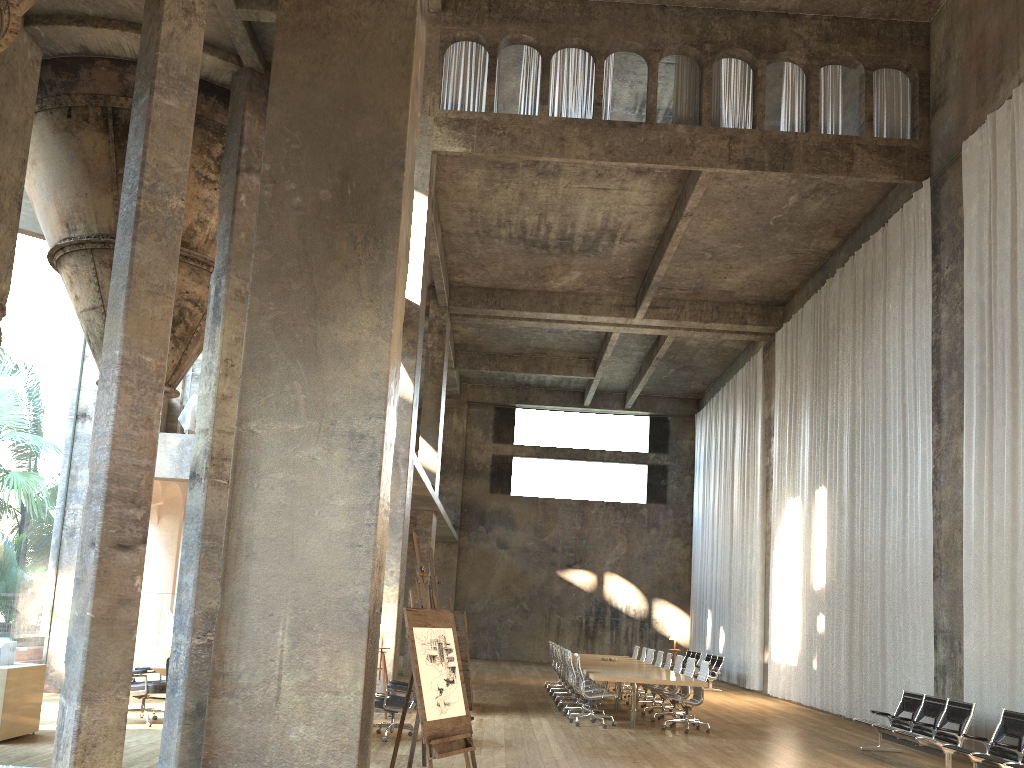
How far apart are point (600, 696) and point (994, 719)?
4.91m

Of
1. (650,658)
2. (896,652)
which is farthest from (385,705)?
(650,658)

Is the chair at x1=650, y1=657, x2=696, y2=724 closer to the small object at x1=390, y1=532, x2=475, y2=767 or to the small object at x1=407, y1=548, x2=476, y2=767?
the small object at x1=407, y1=548, x2=476, y2=767

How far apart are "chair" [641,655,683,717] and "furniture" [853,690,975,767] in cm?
346

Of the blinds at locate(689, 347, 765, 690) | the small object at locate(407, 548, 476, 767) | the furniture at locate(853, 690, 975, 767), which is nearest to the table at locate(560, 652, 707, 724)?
the furniture at locate(853, 690, 975, 767)

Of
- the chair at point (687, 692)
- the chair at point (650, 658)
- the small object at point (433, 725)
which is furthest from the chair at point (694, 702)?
the small object at point (433, 725)

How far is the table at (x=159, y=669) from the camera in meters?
9.7 m

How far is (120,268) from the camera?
6.01m

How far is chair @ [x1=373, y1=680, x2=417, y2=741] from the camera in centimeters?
982cm

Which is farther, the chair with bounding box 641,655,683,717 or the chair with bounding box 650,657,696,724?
the chair with bounding box 641,655,683,717
